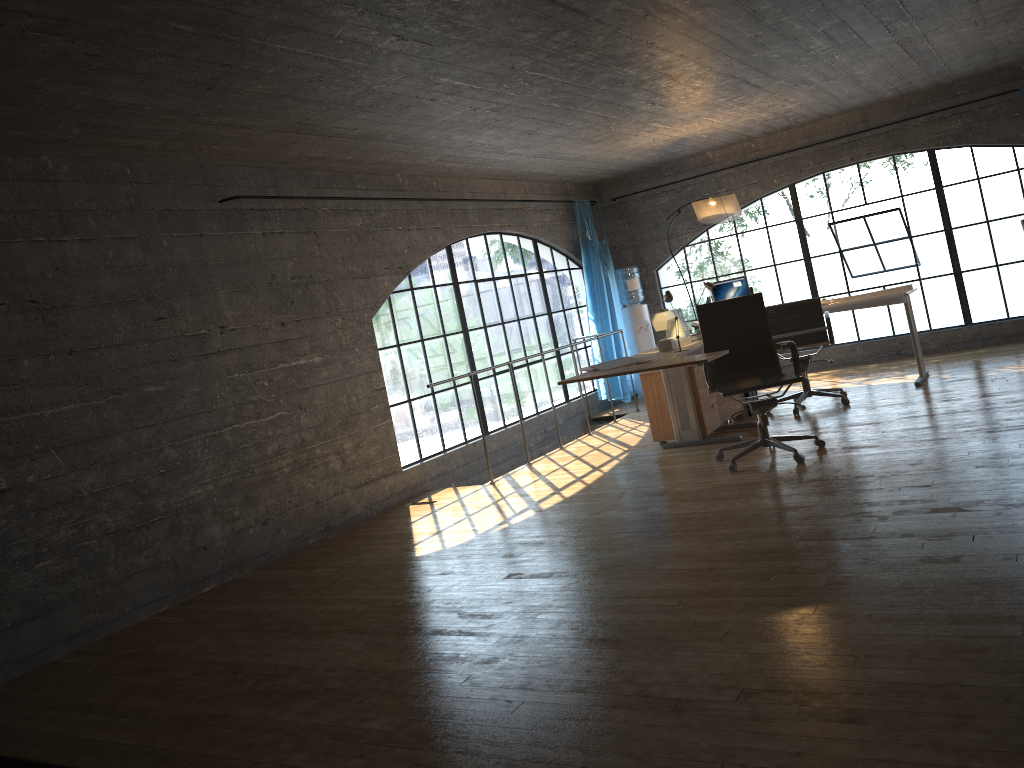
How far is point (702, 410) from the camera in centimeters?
646cm

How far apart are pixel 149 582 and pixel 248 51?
2.88m

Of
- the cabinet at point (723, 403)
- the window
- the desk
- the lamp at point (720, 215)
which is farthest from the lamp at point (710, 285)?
the window

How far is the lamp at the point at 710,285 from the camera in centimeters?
760cm

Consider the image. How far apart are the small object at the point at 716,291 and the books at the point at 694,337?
1.28m

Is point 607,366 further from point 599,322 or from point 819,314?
point 599,322

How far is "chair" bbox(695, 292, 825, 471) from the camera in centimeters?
542cm

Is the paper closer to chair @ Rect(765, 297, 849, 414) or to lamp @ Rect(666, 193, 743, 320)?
chair @ Rect(765, 297, 849, 414)

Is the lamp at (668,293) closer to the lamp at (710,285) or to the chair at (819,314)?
the chair at (819,314)

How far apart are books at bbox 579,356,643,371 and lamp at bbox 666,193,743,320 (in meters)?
2.41
